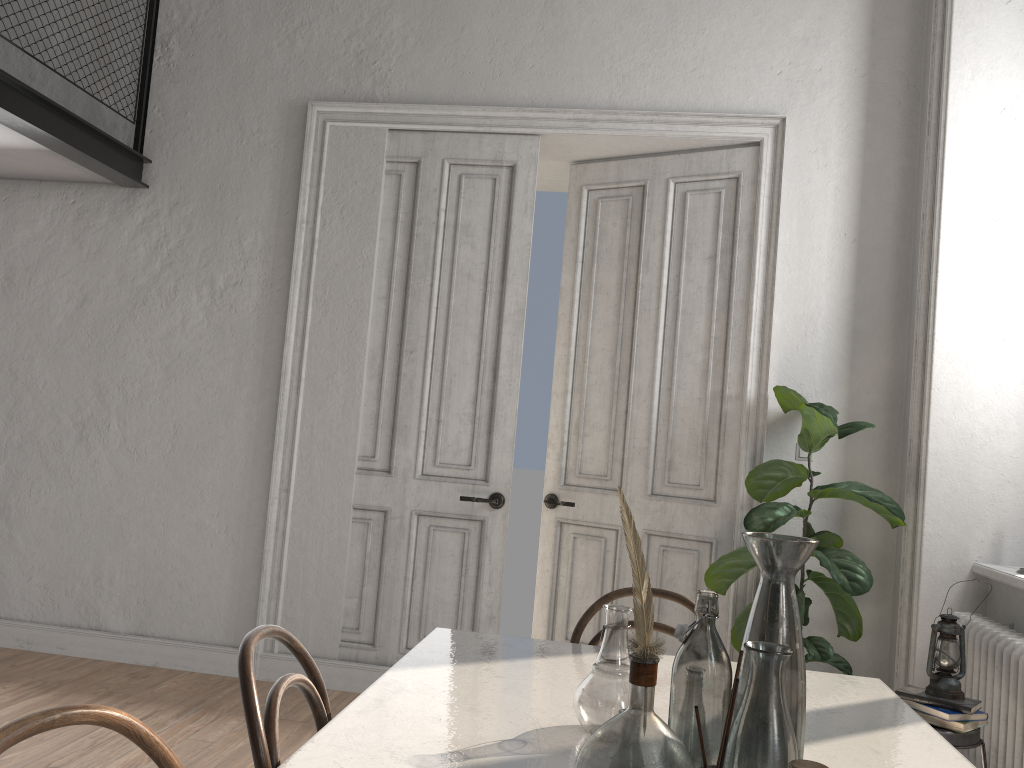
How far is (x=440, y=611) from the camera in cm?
435

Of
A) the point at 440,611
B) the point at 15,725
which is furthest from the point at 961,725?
the point at 15,725

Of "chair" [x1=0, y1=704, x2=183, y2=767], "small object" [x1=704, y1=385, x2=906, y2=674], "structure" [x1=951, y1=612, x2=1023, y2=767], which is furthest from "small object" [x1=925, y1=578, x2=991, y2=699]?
"chair" [x1=0, y1=704, x2=183, y2=767]

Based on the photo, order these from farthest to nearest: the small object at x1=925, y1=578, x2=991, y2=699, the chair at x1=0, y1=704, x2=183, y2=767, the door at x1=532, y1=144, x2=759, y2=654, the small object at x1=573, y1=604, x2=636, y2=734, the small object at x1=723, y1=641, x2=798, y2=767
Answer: the door at x1=532, y1=144, x2=759, y2=654
the small object at x1=925, y1=578, x2=991, y2=699
the small object at x1=573, y1=604, x2=636, y2=734
the small object at x1=723, y1=641, x2=798, y2=767
the chair at x1=0, y1=704, x2=183, y2=767

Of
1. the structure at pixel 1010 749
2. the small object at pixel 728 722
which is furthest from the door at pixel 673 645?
Result: the small object at pixel 728 722

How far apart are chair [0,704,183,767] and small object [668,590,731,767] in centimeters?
67cm

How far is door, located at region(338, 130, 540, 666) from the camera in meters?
4.3

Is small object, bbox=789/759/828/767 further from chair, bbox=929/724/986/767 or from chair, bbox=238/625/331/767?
chair, bbox=929/724/986/767

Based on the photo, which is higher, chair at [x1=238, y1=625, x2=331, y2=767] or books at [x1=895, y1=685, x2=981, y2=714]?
chair at [x1=238, y1=625, x2=331, y2=767]

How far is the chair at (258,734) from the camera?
1.32m
